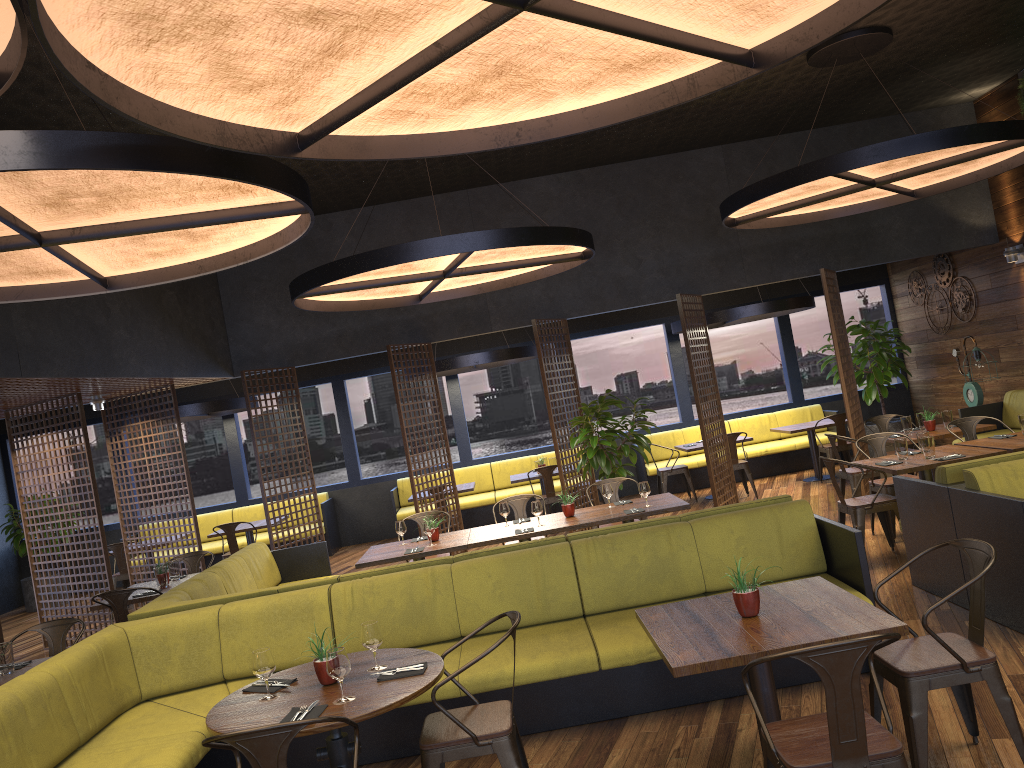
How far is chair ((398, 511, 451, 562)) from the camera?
8.5m

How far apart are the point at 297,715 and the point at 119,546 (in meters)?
8.89

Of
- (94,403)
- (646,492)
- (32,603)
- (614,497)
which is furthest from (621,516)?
(32,603)

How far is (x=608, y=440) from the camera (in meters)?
9.73

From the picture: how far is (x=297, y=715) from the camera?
3.4 meters

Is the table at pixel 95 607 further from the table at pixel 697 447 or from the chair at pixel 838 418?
the chair at pixel 838 418

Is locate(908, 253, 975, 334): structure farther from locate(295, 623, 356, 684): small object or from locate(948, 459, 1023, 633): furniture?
locate(295, 623, 356, 684): small object

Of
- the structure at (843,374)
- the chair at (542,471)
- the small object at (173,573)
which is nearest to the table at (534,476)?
the chair at (542,471)

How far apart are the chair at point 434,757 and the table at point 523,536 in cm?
307

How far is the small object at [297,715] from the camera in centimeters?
344cm
